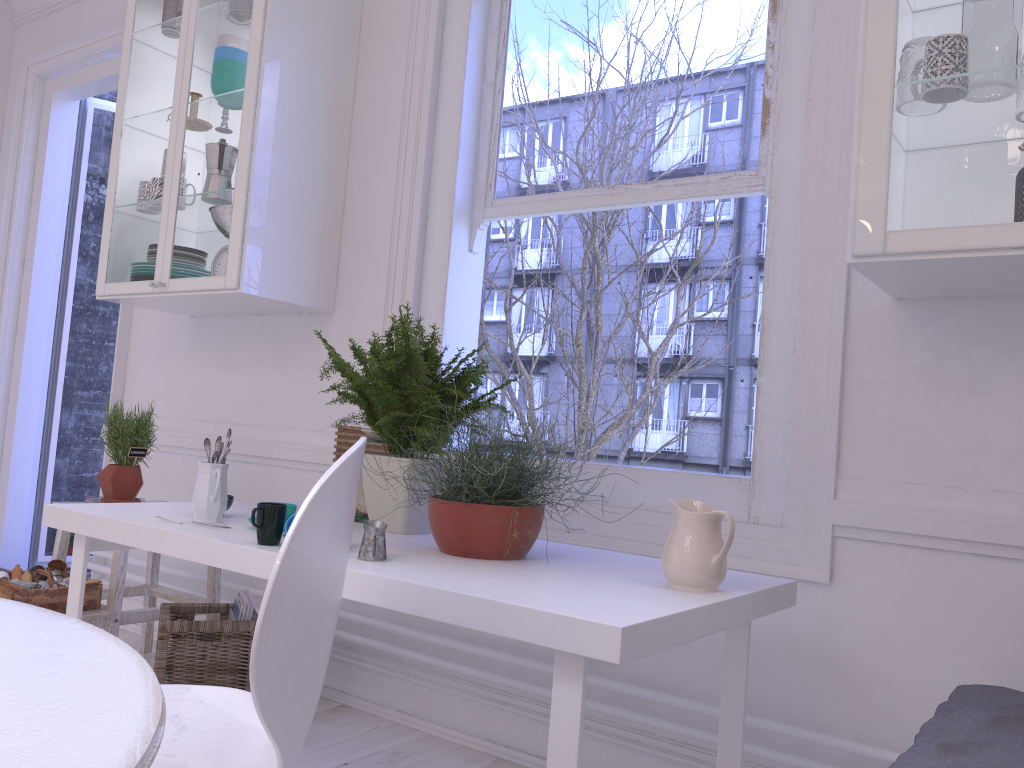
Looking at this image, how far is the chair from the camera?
0.9 meters

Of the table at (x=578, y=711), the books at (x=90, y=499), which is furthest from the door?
the table at (x=578, y=711)

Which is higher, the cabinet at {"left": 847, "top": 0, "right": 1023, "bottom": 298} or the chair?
the cabinet at {"left": 847, "top": 0, "right": 1023, "bottom": 298}

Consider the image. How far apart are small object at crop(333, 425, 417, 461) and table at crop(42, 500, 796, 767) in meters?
0.3

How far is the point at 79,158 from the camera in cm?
456

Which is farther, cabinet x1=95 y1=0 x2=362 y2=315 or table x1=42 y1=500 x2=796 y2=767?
cabinet x1=95 y1=0 x2=362 y2=315

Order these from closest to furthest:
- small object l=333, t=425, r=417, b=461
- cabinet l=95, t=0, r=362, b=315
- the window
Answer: the window < small object l=333, t=425, r=417, b=461 < cabinet l=95, t=0, r=362, b=315

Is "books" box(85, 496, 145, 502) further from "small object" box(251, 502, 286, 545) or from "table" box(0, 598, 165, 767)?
"table" box(0, 598, 165, 767)

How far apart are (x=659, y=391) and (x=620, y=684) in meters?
2.7

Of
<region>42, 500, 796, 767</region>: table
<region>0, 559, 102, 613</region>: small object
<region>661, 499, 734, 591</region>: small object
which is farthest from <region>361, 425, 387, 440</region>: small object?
<region>0, 559, 102, 613</region>: small object
